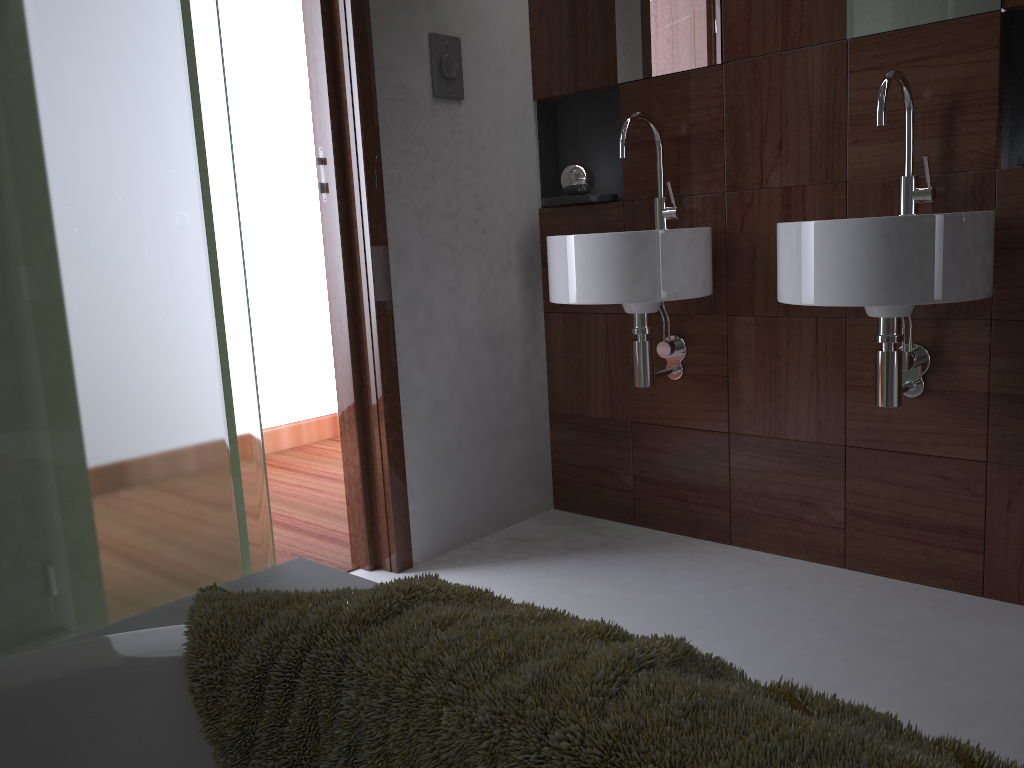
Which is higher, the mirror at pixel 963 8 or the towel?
Answer: the mirror at pixel 963 8

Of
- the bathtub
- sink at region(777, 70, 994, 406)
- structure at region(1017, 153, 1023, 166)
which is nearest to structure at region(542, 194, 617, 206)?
sink at region(777, 70, 994, 406)

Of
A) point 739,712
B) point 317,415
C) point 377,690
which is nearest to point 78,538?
point 377,690

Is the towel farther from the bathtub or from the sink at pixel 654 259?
the sink at pixel 654 259

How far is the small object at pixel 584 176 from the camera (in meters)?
2.53

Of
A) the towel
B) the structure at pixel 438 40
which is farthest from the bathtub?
the structure at pixel 438 40

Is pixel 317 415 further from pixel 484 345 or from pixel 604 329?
pixel 604 329

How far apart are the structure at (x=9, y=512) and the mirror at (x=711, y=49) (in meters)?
1.49

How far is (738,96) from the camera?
2.2m

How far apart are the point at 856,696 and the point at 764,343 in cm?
94
